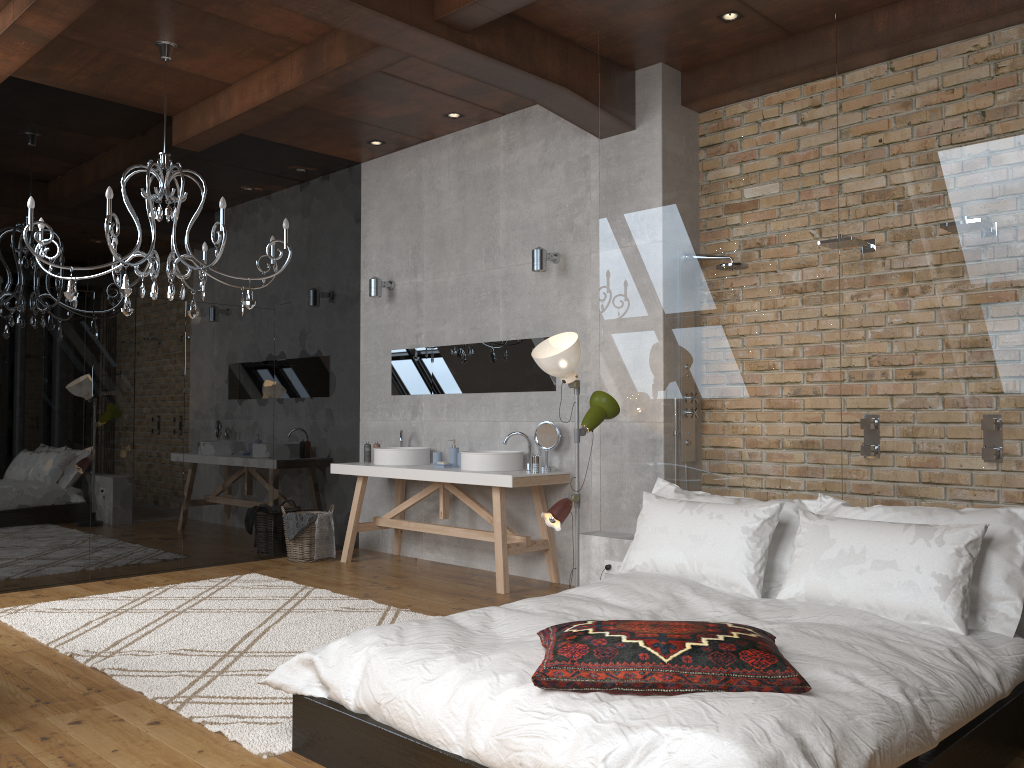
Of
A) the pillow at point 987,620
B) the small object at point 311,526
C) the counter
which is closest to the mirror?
the counter

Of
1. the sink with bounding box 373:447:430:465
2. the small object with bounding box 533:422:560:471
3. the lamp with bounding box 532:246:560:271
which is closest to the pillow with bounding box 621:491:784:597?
the small object with bounding box 533:422:560:471

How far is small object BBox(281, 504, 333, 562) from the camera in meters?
6.9 m

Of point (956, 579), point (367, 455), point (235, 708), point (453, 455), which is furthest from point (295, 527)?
point (956, 579)

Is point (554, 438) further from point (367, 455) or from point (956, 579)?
point (956, 579)

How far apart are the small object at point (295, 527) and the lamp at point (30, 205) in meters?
1.9

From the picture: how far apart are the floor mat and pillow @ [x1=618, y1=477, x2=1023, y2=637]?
1.6 meters

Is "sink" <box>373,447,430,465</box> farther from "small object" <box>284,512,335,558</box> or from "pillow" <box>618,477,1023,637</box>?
"pillow" <box>618,477,1023,637</box>

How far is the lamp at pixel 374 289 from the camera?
7.3m

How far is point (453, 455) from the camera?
6.6 meters
